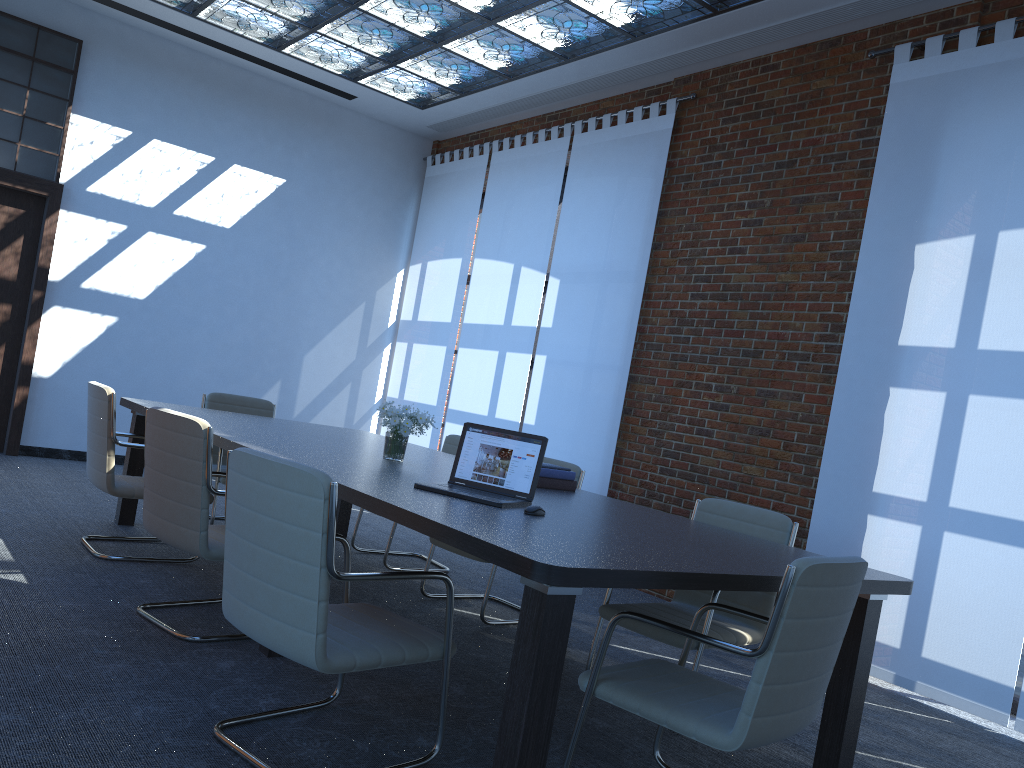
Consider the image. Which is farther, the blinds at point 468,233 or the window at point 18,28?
the blinds at point 468,233

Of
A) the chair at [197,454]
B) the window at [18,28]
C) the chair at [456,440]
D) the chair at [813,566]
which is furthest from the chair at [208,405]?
the chair at [813,566]

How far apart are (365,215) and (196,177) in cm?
183

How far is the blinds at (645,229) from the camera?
7.0m

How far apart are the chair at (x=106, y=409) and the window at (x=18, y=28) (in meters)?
3.90

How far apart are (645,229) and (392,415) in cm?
339

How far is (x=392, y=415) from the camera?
4.4m

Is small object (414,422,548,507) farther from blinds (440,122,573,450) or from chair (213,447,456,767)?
blinds (440,122,573,450)

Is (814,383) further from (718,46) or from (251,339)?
(251,339)

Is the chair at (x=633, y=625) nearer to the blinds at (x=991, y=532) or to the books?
the books
